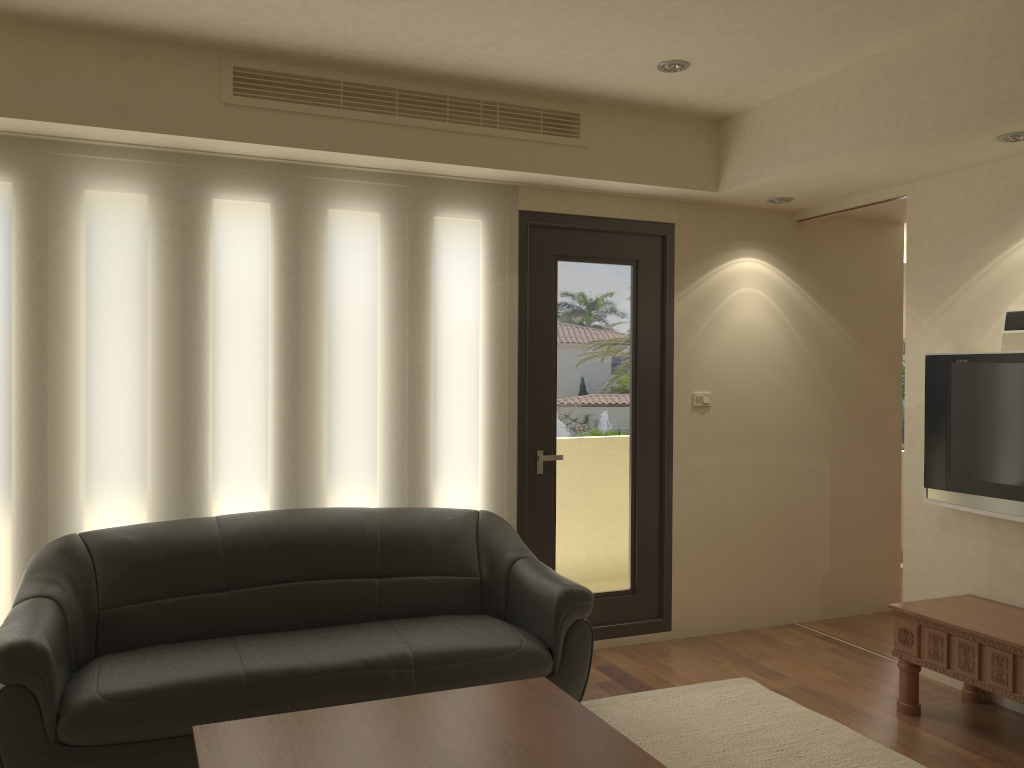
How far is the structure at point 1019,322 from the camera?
4.1 meters

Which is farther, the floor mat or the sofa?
the floor mat

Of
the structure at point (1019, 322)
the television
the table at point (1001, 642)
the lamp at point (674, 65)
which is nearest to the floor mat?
the table at point (1001, 642)

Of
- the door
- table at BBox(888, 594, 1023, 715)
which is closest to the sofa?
the door

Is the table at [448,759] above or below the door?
below

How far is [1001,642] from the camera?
3.6m

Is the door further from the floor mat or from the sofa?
the floor mat

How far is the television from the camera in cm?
406

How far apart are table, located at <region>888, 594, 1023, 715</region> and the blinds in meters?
1.9

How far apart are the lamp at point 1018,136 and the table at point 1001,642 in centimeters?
209cm
